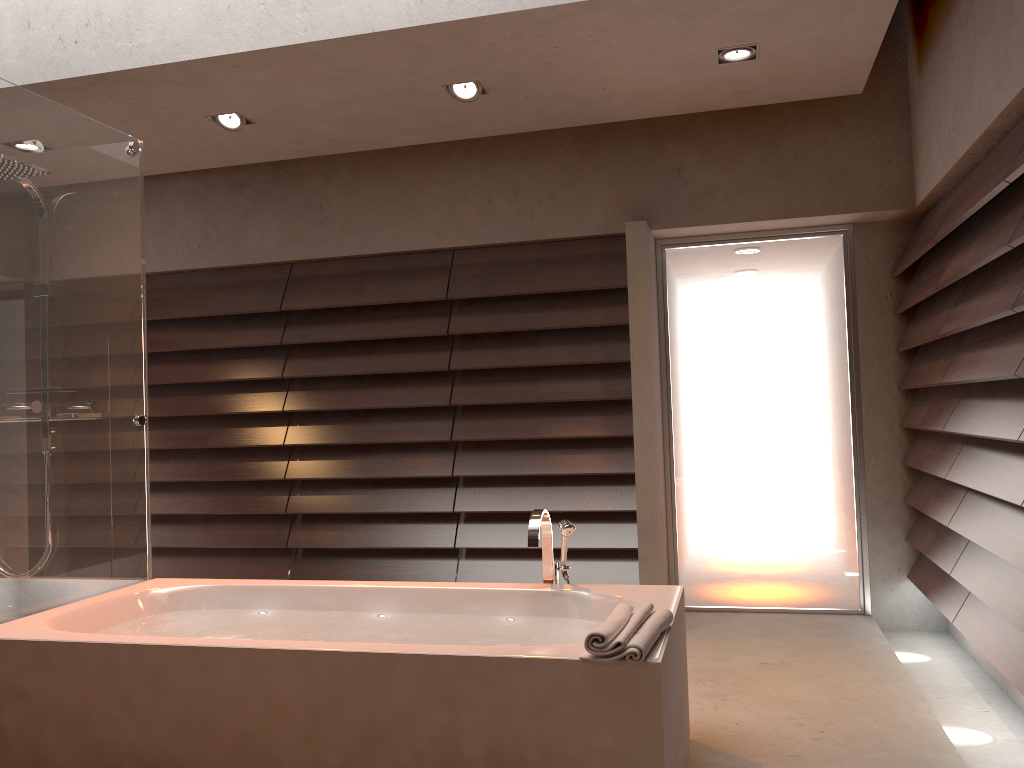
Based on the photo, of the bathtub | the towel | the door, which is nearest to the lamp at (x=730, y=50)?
the door

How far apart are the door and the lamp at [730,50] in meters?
1.2

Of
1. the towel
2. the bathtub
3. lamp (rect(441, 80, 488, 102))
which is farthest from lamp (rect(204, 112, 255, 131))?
the towel

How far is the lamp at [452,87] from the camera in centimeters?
385cm

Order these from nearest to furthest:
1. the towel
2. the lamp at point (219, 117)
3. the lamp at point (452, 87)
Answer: the towel, the lamp at point (452, 87), the lamp at point (219, 117)

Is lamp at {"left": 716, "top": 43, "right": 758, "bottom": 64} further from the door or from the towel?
the towel

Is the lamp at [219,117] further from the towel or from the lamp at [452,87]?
the towel

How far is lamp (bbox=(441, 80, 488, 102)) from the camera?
3.8m

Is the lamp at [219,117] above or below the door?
above

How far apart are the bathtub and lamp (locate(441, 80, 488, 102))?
1.92m
